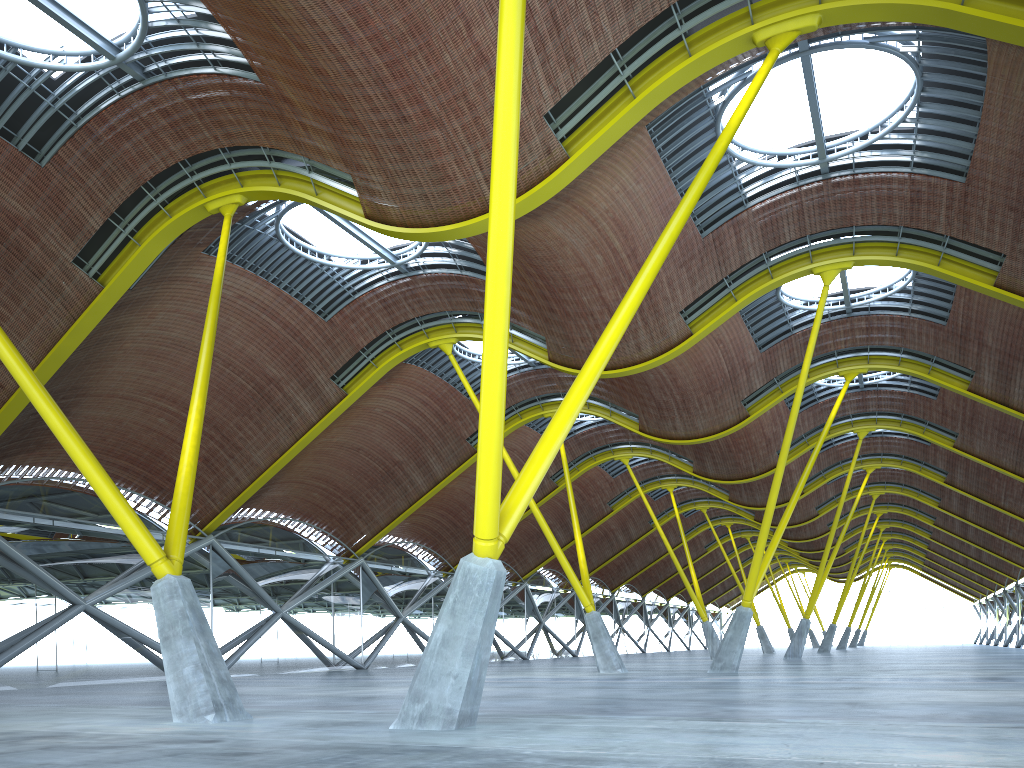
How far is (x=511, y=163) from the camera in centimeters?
1088cm
